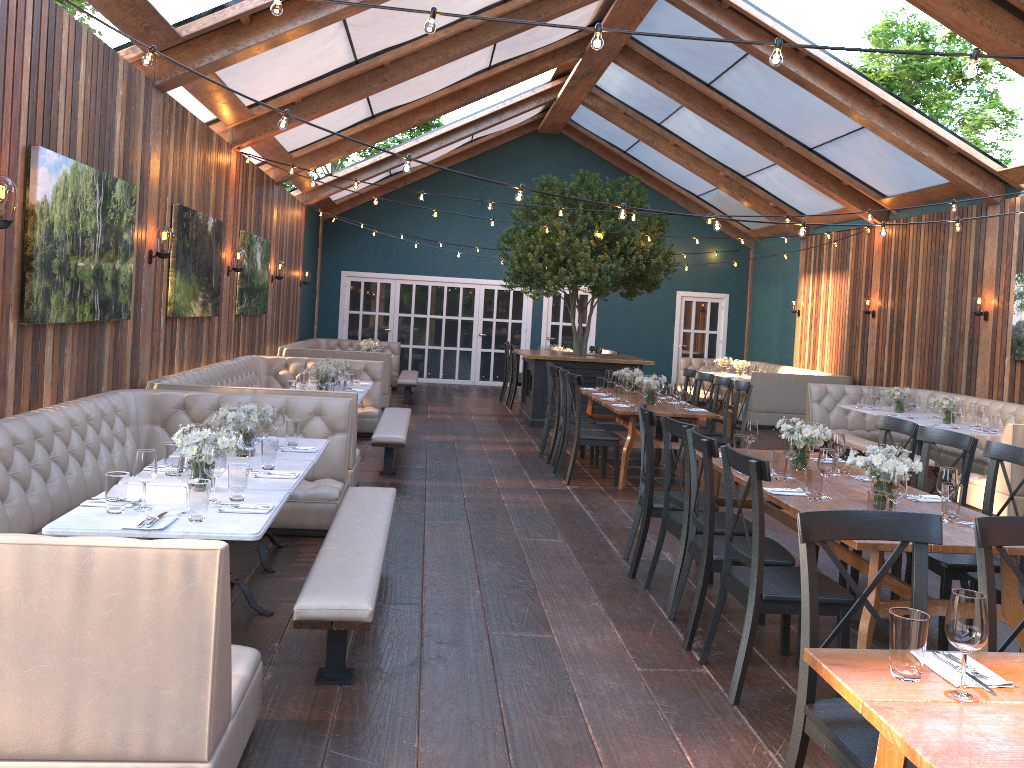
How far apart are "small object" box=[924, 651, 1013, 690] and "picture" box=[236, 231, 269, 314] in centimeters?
927cm

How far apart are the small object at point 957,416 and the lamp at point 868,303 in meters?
5.0 m

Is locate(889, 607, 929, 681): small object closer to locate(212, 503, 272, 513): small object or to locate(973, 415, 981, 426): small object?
locate(212, 503, 272, 513): small object

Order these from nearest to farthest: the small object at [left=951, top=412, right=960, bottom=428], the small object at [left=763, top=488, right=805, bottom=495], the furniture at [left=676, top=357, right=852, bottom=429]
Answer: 1. the small object at [left=763, top=488, right=805, bottom=495]
2. the small object at [left=951, top=412, right=960, bottom=428]
3. the furniture at [left=676, top=357, right=852, bottom=429]

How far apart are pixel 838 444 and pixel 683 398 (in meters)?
3.49

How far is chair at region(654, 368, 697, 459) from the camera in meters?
10.3

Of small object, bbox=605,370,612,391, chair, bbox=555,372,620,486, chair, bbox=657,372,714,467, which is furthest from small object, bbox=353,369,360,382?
chair, bbox=657,372,714,467

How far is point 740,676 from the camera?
3.7 meters

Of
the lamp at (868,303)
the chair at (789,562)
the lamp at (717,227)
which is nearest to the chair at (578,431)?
the lamp at (717,227)

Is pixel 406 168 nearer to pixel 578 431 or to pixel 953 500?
pixel 953 500
